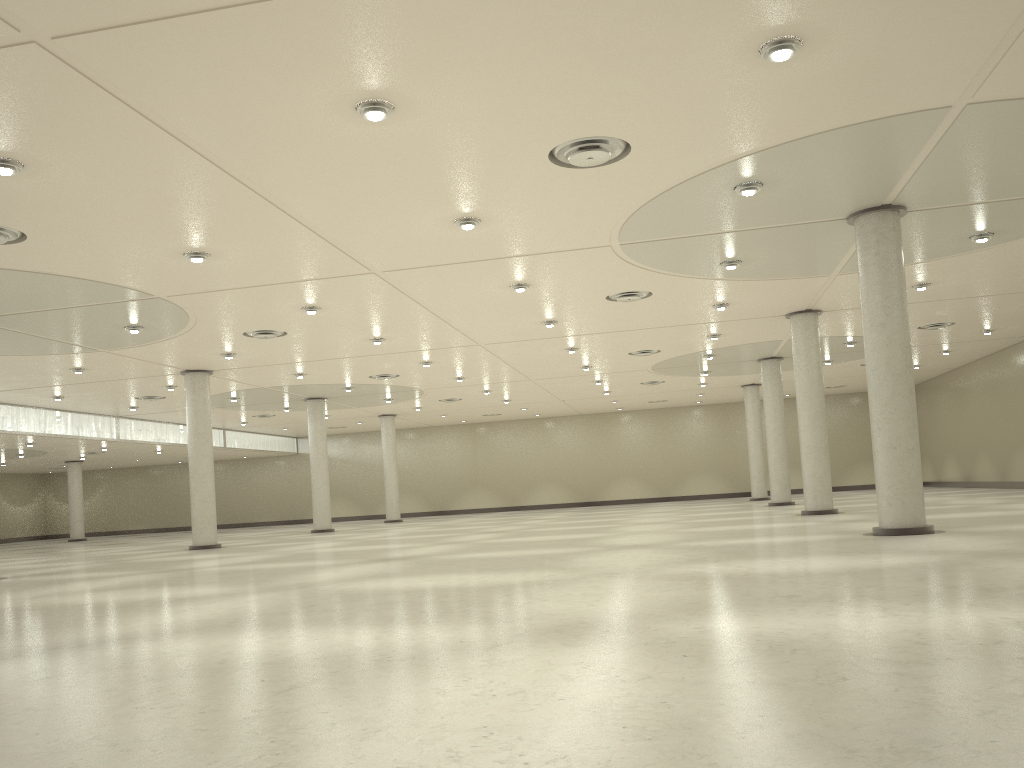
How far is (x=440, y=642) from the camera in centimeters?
1542cm

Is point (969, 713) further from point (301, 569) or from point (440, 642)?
point (301, 569)
